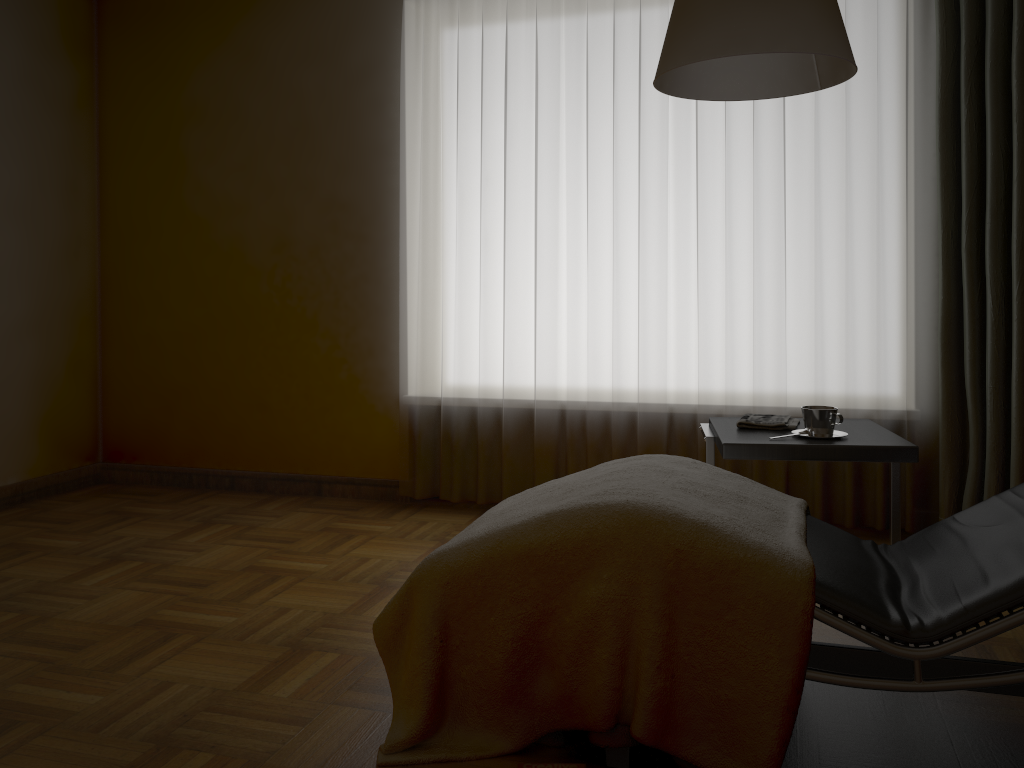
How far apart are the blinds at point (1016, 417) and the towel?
0.8m

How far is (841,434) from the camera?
2.5m

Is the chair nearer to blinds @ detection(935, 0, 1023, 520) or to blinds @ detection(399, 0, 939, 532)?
blinds @ detection(935, 0, 1023, 520)

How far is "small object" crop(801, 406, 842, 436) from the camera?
2.4m

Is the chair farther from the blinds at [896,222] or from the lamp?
the blinds at [896,222]

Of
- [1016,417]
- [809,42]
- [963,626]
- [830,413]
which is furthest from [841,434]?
[809,42]

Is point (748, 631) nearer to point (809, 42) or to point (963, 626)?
point (963, 626)

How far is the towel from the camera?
2.6m

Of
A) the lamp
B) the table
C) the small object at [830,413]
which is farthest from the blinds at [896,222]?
the lamp

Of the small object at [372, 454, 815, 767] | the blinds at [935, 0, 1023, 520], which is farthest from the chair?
the blinds at [935, 0, 1023, 520]
